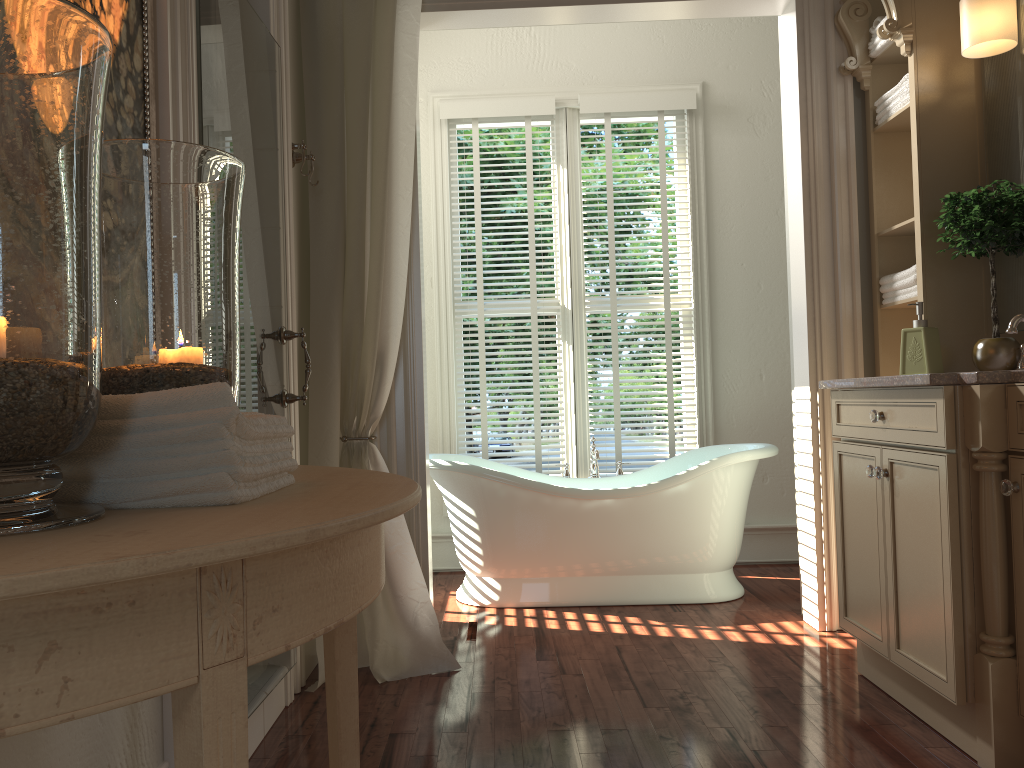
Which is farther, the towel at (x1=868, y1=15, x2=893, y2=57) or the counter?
the towel at (x1=868, y1=15, x2=893, y2=57)

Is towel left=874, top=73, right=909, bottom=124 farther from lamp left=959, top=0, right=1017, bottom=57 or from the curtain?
the curtain

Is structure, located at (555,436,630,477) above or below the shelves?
below

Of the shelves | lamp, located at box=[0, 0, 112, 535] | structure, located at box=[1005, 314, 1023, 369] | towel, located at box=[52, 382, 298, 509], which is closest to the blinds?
the shelves

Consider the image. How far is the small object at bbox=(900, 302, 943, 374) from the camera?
2.8m

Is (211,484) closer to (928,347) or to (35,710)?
(35,710)

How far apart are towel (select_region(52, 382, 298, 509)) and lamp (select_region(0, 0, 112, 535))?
0.05m

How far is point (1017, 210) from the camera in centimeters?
260cm

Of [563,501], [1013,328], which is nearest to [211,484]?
[1013,328]

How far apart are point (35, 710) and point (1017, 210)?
2.8 meters
